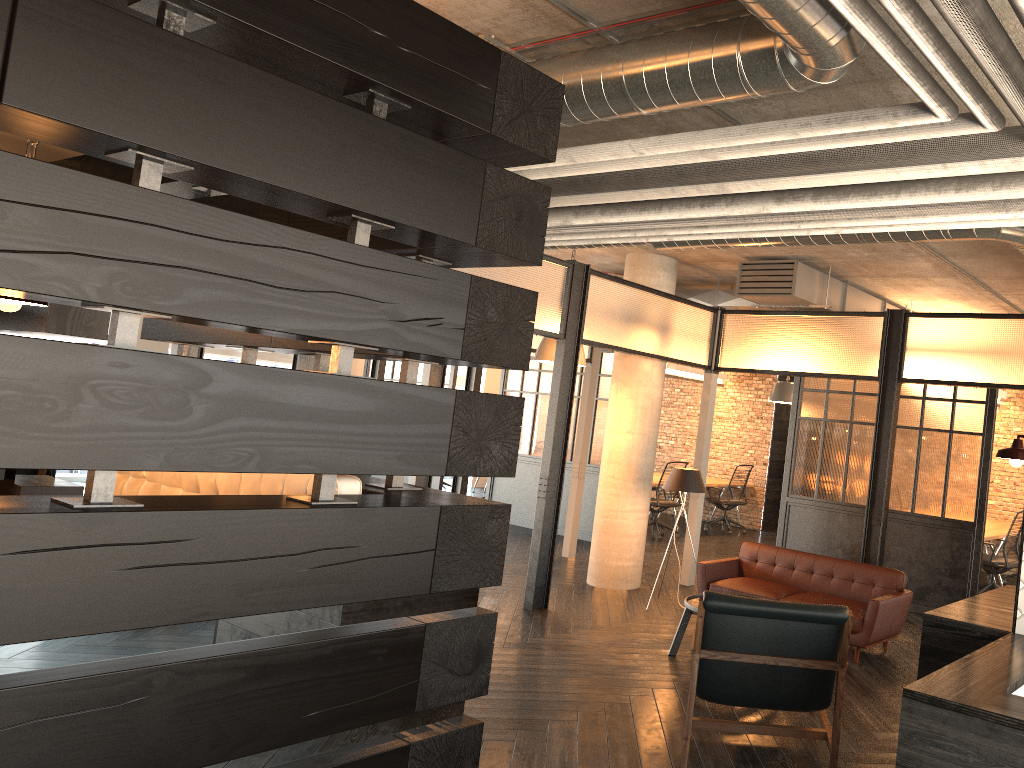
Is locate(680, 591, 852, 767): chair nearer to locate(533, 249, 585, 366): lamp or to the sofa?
the sofa

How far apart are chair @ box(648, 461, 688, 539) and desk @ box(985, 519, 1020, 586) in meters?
3.5

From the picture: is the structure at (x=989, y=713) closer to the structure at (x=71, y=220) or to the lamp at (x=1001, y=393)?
the structure at (x=71, y=220)

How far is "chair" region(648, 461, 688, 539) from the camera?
11.04m

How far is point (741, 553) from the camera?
6.8 meters

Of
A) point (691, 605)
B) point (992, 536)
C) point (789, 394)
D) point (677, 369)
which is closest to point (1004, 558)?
point (992, 536)

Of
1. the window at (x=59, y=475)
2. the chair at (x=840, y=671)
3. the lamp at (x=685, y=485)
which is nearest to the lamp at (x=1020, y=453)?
the chair at (x=840, y=671)

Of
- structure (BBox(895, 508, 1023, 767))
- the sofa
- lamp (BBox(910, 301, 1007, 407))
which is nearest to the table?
the sofa

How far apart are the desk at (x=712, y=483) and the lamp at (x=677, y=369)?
1.62m

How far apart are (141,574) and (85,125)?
1.2 meters
